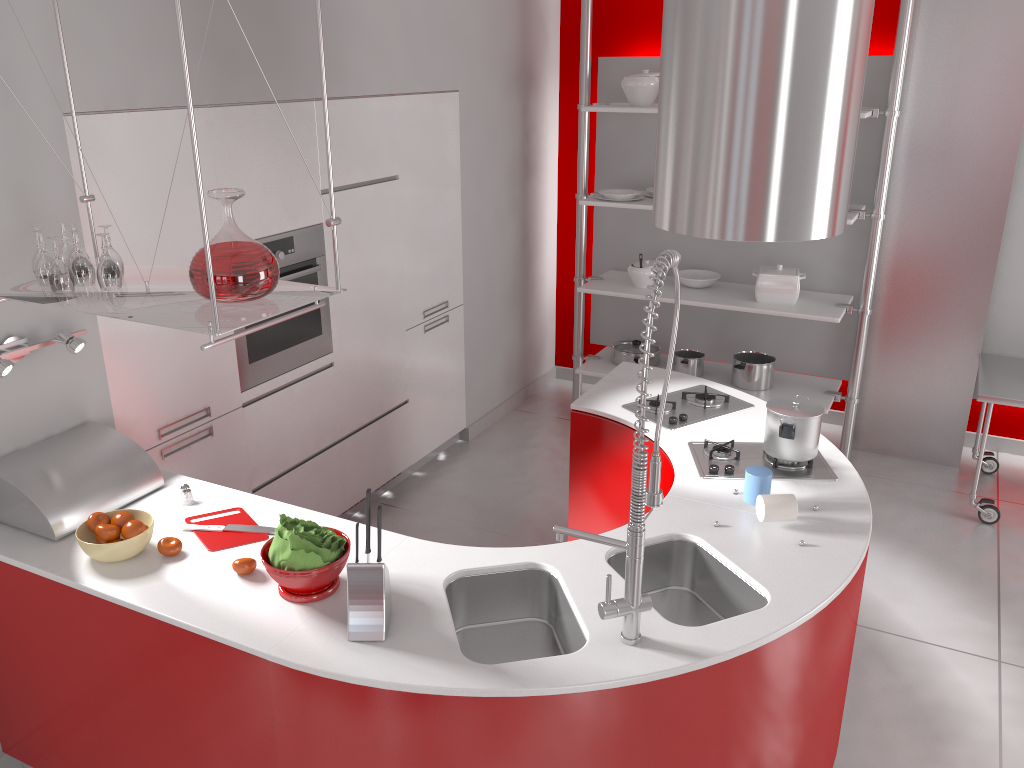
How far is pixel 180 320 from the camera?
2.0m

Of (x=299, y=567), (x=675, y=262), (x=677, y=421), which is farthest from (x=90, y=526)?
(x=677, y=421)

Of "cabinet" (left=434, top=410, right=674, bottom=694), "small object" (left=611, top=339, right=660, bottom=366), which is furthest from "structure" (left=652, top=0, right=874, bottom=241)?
"small object" (left=611, top=339, right=660, bottom=366)

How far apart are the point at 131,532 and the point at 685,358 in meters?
3.5

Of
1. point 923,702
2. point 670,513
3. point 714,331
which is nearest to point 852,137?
point 670,513

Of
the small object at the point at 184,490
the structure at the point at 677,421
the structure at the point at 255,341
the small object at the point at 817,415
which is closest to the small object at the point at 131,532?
the small object at the point at 184,490

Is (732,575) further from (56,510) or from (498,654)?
(56,510)

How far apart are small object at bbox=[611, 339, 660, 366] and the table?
1.76m

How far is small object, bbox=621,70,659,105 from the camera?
4.8 meters

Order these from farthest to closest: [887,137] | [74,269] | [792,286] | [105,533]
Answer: [792,286] → [887,137] → [105,533] → [74,269]
